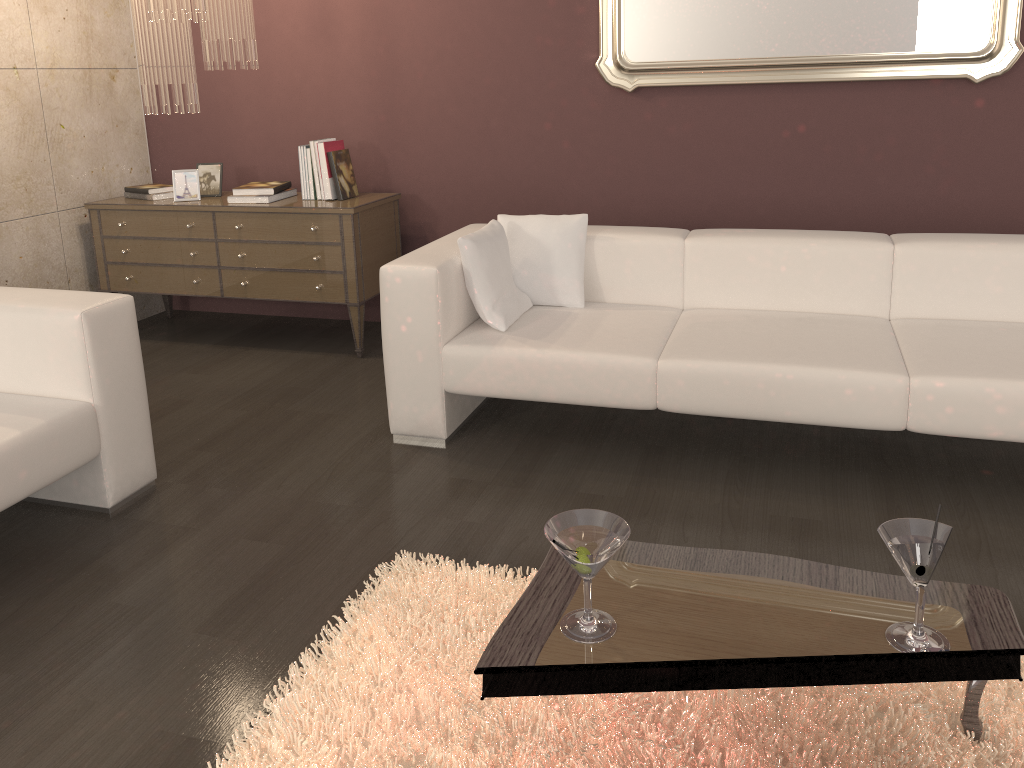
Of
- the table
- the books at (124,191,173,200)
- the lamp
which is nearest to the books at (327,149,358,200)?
the lamp

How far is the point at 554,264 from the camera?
3.4m

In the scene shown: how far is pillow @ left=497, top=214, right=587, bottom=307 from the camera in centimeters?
342cm

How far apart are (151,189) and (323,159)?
1.0m

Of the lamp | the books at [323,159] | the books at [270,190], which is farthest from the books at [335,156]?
the lamp

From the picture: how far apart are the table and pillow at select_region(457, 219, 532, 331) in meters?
1.4

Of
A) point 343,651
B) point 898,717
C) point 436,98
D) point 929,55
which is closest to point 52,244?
point 436,98

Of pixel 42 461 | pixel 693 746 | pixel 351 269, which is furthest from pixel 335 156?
pixel 693 746

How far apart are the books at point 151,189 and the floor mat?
2.90m

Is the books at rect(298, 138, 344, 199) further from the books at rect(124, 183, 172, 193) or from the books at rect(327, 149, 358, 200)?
the books at rect(124, 183, 172, 193)
